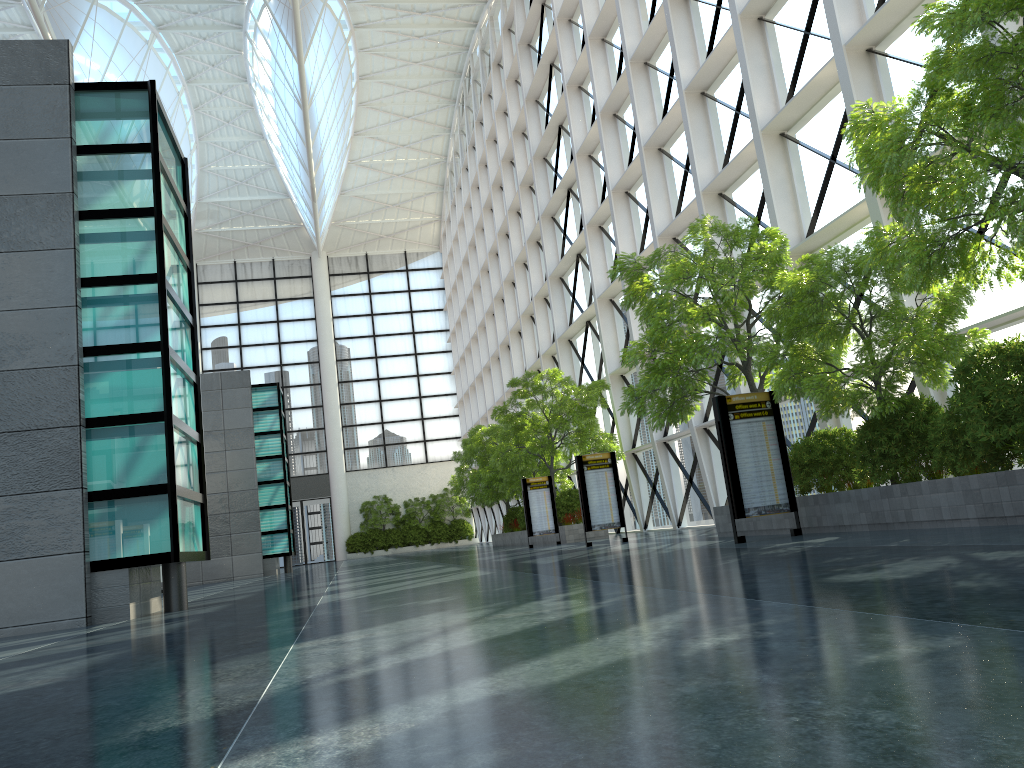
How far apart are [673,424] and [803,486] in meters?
4.8 m
